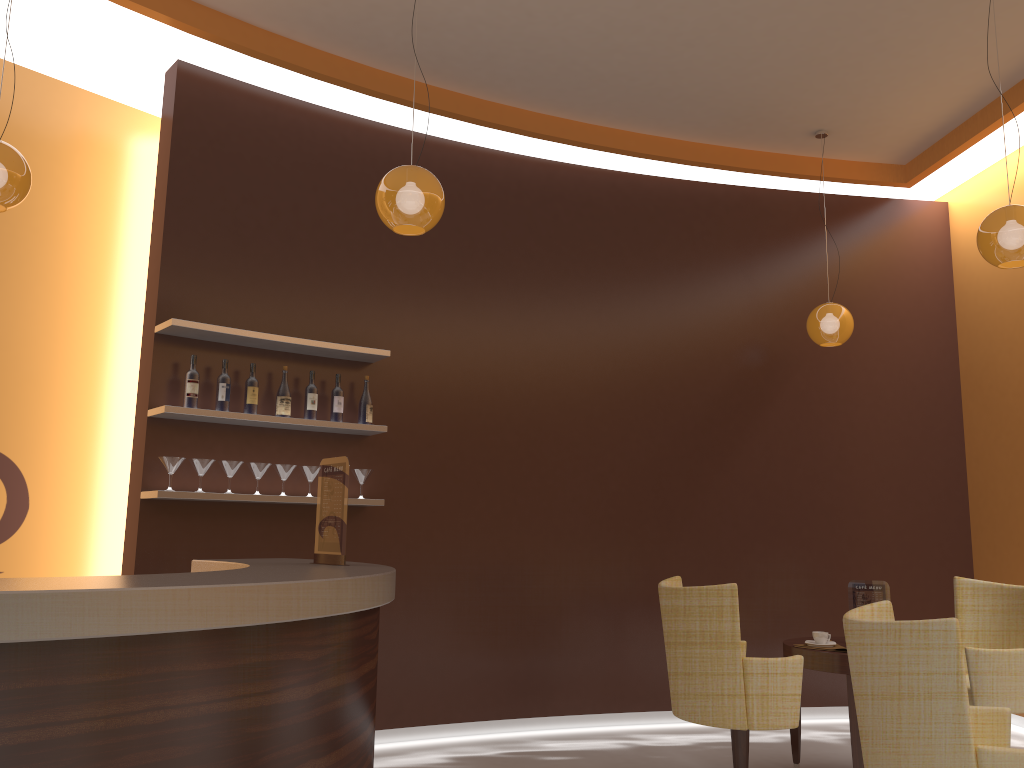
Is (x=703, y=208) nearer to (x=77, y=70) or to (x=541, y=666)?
(x=541, y=666)

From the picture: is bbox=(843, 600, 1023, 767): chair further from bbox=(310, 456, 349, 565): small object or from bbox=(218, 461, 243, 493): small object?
bbox=(218, 461, 243, 493): small object

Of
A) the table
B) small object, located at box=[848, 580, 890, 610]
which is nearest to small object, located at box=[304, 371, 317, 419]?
the table

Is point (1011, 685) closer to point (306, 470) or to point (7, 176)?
point (306, 470)

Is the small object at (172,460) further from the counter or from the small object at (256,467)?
the counter

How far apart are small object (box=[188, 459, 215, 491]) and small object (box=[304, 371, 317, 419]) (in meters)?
0.61

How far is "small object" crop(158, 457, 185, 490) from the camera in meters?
4.5 m

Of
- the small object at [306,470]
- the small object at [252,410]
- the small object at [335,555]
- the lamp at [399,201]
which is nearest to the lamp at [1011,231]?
the lamp at [399,201]

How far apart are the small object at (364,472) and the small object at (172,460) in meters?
1.0

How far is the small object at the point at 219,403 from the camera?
4.7 meters
